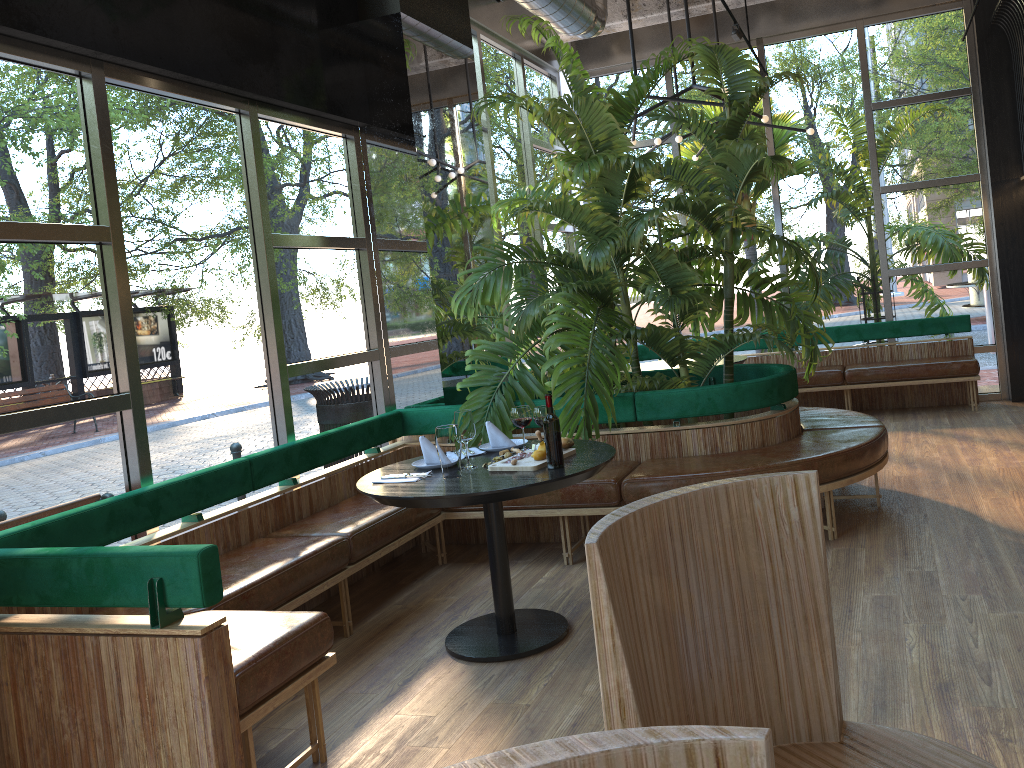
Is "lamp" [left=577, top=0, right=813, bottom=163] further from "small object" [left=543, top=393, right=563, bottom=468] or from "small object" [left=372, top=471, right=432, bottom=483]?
"small object" [left=372, top=471, right=432, bottom=483]

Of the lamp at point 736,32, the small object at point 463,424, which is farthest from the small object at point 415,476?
the lamp at point 736,32

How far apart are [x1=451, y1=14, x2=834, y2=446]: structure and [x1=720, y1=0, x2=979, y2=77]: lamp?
0.3 meters

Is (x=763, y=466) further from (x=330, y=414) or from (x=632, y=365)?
(x=330, y=414)

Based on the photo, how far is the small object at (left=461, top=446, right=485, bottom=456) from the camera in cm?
Result: 409

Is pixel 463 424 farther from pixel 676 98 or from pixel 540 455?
pixel 676 98

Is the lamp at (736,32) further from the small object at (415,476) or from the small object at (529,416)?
the small object at (415,476)

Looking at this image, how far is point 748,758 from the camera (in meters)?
0.63

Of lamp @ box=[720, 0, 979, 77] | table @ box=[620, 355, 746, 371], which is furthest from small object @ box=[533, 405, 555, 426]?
lamp @ box=[720, 0, 979, 77]

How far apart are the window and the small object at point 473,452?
1.15m
